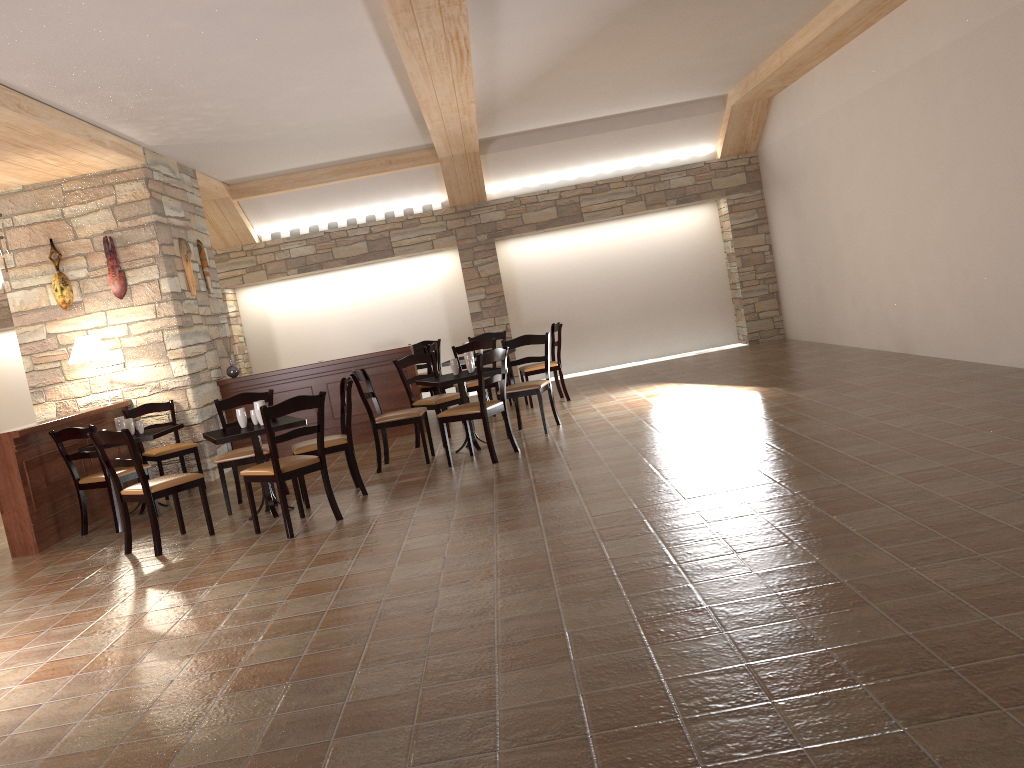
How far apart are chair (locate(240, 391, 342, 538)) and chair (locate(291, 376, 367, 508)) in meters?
0.3 m

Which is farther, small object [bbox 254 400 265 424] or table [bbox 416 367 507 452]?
table [bbox 416 367 507 452]

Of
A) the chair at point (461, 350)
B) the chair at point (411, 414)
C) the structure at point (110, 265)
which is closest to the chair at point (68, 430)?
the chair at point (411, 414)

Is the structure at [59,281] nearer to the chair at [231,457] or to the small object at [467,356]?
the chair at [231,457]

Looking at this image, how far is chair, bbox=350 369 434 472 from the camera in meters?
7.2 m

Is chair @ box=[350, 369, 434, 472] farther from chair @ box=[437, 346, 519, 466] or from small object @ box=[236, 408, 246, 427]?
small object @ box=[236, 408, 246, 427]

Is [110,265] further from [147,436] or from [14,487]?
[14,487]

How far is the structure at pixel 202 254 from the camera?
9.3 meters

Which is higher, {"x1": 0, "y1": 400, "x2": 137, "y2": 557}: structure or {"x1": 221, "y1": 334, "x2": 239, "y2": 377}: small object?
{"x1": 221, "y1": 334, "x2": 239, "y2": 377}: small object

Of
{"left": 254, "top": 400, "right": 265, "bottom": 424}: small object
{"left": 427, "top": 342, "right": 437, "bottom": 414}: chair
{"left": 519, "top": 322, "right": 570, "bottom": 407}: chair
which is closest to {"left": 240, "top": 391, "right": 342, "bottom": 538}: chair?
{"left": 254, "top": 400, "right": 265, "bottom": 424}: small object
